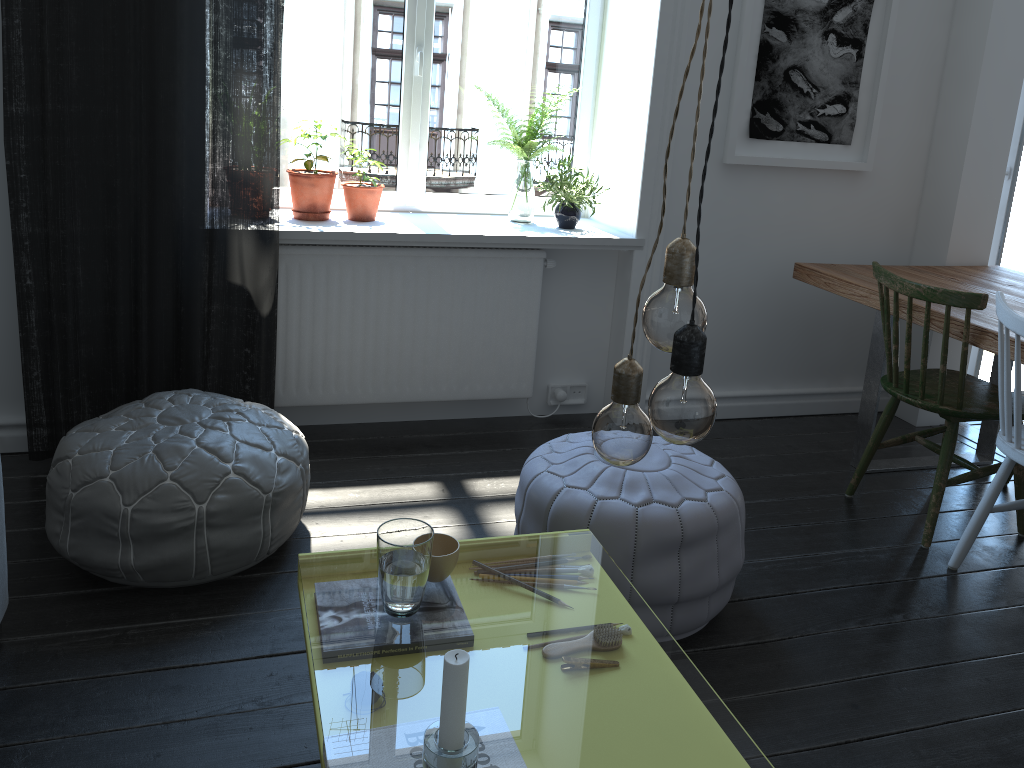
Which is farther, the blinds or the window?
the window

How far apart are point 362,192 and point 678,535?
1.8m

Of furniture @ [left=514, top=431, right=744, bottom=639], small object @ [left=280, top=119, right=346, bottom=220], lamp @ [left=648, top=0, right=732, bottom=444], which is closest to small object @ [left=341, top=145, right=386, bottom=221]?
small object @ [left=280, top=119, right=346, bottom=220]

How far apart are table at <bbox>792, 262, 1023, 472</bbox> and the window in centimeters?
98cm

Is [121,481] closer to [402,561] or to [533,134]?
[402,561]

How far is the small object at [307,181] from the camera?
3.1m

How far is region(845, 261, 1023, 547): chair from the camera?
2.7m

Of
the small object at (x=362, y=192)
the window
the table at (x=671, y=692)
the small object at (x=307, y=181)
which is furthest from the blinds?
the table at (x=671, y=692)

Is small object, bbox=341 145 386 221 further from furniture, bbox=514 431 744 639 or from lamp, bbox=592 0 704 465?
lamp, bbox=592 0 704 465

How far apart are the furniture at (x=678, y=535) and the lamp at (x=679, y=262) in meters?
1.2
